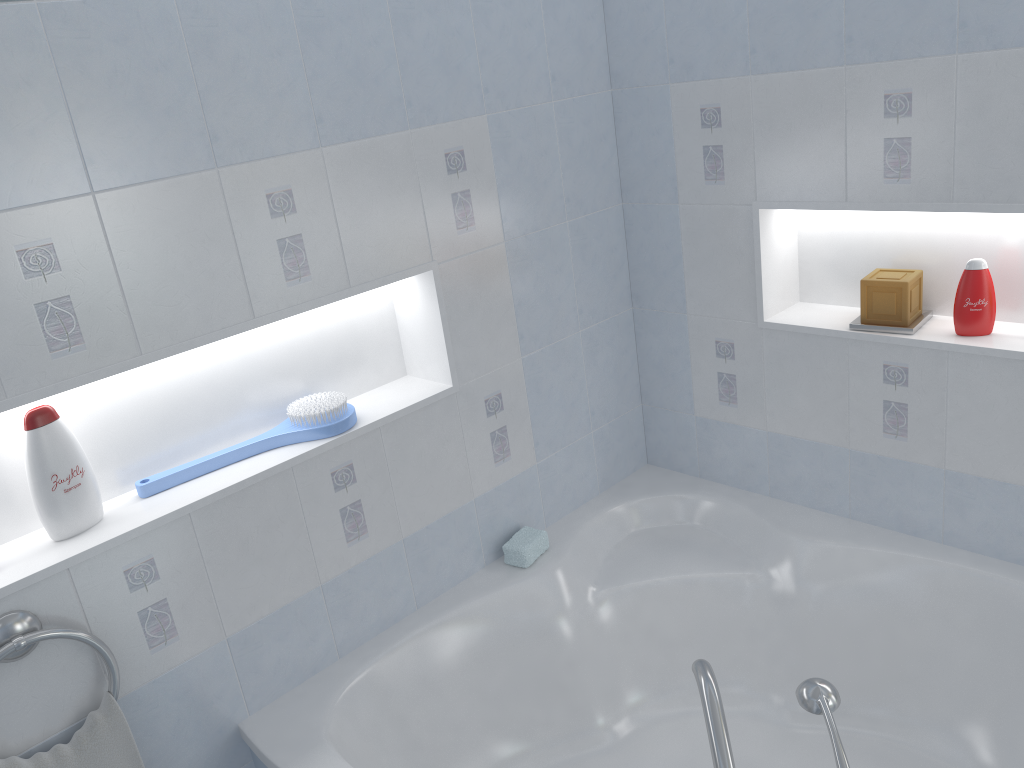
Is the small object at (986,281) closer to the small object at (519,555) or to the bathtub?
the bathtub

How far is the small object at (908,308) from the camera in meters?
2.2 m

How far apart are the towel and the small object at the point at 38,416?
0.33m

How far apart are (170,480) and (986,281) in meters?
1.9 m

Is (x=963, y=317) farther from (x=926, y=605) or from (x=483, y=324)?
(x=483, y=324)

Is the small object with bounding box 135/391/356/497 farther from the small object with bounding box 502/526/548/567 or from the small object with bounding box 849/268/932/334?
the small object with bounding box 849/268/932/334

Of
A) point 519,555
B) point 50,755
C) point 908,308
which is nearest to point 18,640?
point 50,755

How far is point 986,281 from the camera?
2.10m

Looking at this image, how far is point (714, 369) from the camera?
2.67m

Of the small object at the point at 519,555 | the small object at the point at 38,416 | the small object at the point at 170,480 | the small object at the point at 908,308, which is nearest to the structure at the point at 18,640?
the small object at the point at 38,416
